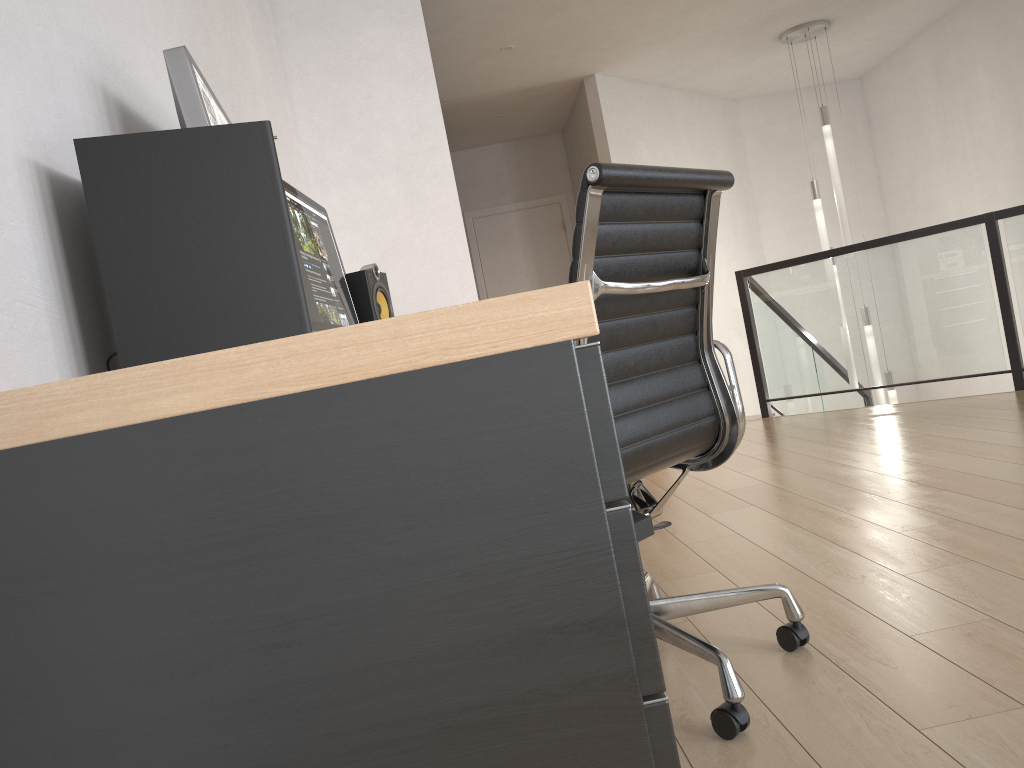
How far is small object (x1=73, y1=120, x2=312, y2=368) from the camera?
1.12m

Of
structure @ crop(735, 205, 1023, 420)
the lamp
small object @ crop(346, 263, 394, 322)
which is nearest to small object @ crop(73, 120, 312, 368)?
small object @ crop(346, 263, 394, 322)

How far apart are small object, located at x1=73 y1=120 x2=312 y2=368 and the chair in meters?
0.5

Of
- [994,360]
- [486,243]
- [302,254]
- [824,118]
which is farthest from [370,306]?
[486,243]

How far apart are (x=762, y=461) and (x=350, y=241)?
2.18m

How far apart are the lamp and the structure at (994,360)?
0.27m

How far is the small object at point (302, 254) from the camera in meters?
2.3 m

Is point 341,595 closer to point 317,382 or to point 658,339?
point 317,382

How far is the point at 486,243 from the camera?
8.23m

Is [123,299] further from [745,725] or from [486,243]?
[486,243]
